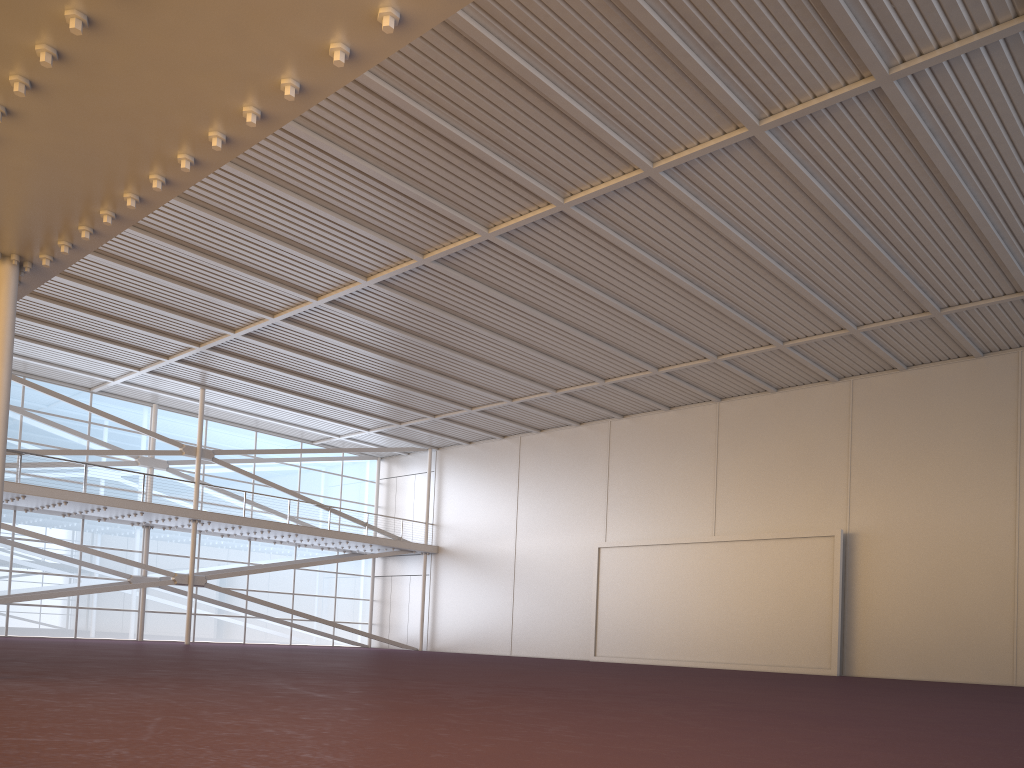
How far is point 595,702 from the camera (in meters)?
9.63
